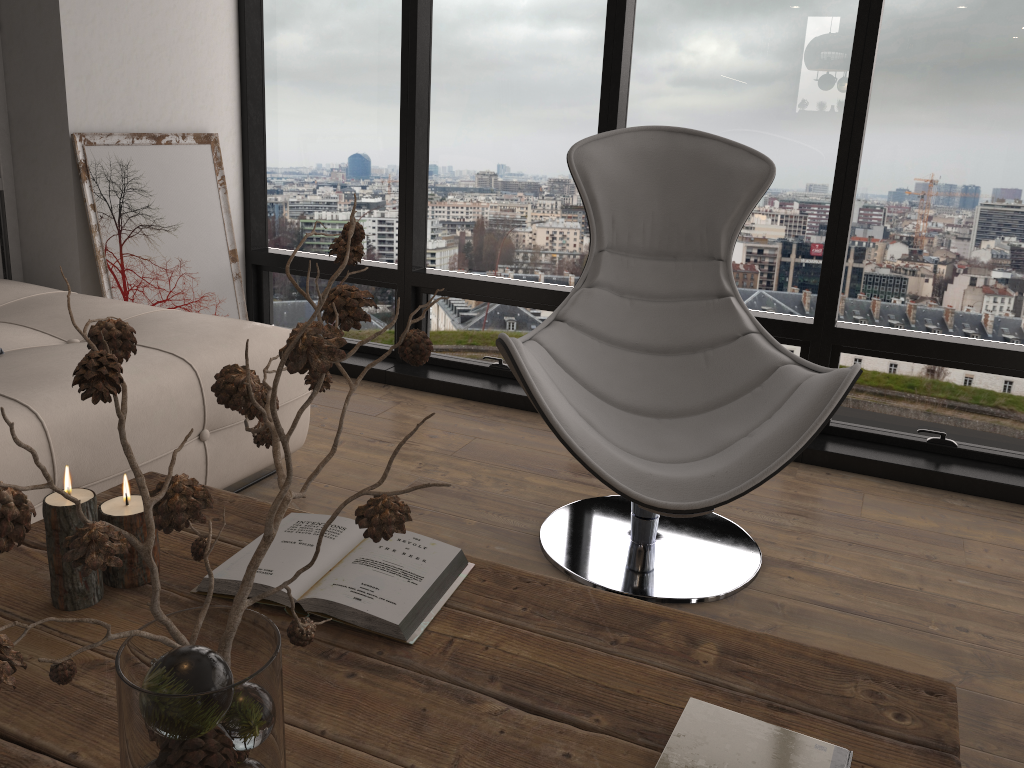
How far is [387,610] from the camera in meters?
1.2

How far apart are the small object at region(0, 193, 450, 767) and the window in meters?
2.4

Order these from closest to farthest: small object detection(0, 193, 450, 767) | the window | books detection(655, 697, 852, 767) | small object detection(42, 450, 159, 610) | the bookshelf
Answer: small object detection(0, 193, 450, 767) < books detection(655, 697, 852, 767) < small object detection(42, 450, 159, 610) < the window < the bookshelf

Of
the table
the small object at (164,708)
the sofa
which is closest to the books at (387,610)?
the table

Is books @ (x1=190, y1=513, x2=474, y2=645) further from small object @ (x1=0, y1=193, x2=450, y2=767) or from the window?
the window

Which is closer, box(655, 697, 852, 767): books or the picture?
box(655, 697, 852, 767): books

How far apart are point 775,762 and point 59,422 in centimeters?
165cm

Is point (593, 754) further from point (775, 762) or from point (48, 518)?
point (48, 518)

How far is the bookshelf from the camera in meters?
3.2

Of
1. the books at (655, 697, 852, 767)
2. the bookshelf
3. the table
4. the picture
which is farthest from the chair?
the bookshelf
